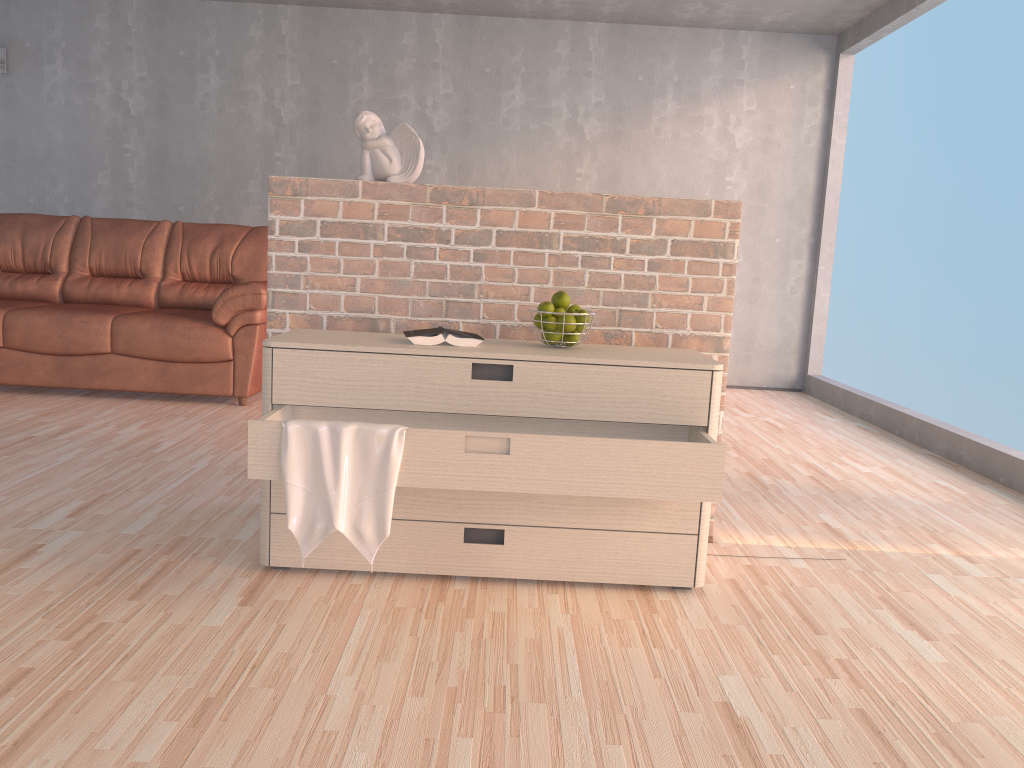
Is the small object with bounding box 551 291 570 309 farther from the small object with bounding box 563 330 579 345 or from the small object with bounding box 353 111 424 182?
the small object with bounding box 353 111 424 182

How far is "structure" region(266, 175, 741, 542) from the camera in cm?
264

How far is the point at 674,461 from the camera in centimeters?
207cm

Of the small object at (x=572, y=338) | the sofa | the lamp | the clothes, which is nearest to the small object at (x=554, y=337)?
the small object at (x=572, y=338)

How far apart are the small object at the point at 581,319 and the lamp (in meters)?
5.55

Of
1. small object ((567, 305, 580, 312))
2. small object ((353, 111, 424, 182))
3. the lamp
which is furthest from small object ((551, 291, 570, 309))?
the lamp

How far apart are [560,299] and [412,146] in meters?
0.7 m

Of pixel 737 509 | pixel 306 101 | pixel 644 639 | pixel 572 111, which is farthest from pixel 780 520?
pixel 306 101

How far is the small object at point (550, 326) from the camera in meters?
2.4 m

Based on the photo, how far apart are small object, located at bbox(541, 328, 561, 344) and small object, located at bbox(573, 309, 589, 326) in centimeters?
8cm
